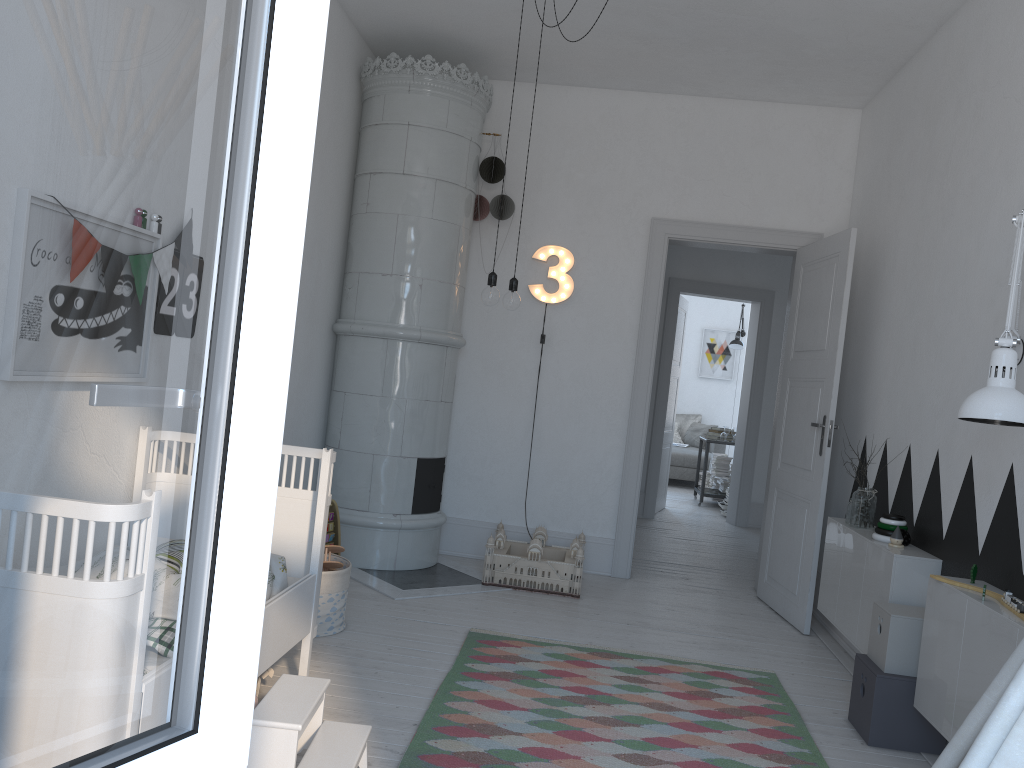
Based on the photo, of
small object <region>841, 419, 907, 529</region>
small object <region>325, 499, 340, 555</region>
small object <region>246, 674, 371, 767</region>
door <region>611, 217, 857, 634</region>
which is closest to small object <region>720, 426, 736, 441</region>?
door <region>611, 217, 857, 634</region>

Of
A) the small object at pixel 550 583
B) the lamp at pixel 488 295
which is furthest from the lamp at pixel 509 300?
the small object at pixel 550 583

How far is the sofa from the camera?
10.9 meters

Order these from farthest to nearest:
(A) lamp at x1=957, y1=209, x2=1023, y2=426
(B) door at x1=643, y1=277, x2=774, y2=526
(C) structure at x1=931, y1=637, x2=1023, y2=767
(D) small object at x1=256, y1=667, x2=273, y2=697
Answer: (B) door at x1=643, y1=277, x2=774, y2=526 < (D) small object at x1=256, y1=667, x2=273, y2=697 < (A) lamp at x1=957, y1=209, x2=1023, y2=426 < (C) structure at x1=931, y1=637, x2=1023, y2=767

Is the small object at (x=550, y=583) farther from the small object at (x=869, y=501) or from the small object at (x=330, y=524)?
the small object at (x=869, y=501)

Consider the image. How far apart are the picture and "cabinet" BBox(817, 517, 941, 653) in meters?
8.6

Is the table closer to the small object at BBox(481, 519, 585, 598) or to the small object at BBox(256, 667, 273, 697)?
the small object at BBox(481, 519, 585, 598)

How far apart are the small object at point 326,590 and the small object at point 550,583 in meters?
1.1

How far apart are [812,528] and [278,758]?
3.2m

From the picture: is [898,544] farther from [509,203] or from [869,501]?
[509,203]
